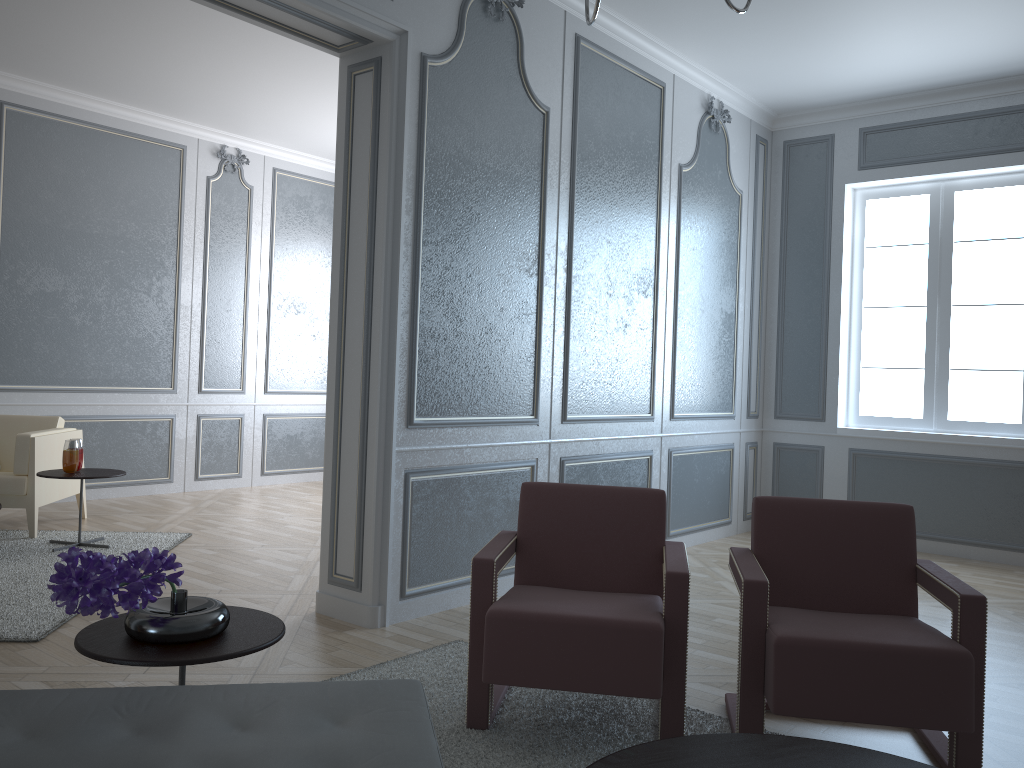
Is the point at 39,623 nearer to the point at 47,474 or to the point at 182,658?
the point at 47,474

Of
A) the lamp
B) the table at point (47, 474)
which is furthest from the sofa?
the table at point (47, 474)

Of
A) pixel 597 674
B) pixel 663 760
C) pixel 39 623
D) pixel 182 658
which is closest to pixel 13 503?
pixel 39 623

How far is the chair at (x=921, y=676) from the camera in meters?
2.0 m

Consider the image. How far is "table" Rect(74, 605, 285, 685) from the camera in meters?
1.7 m

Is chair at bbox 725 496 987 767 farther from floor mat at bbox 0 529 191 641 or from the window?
the window

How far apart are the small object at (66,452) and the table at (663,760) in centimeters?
369cm

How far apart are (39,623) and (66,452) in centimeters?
150cm

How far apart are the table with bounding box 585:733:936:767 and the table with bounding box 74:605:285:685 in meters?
0.7

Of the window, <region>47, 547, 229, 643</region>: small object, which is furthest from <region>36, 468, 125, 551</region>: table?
the window
